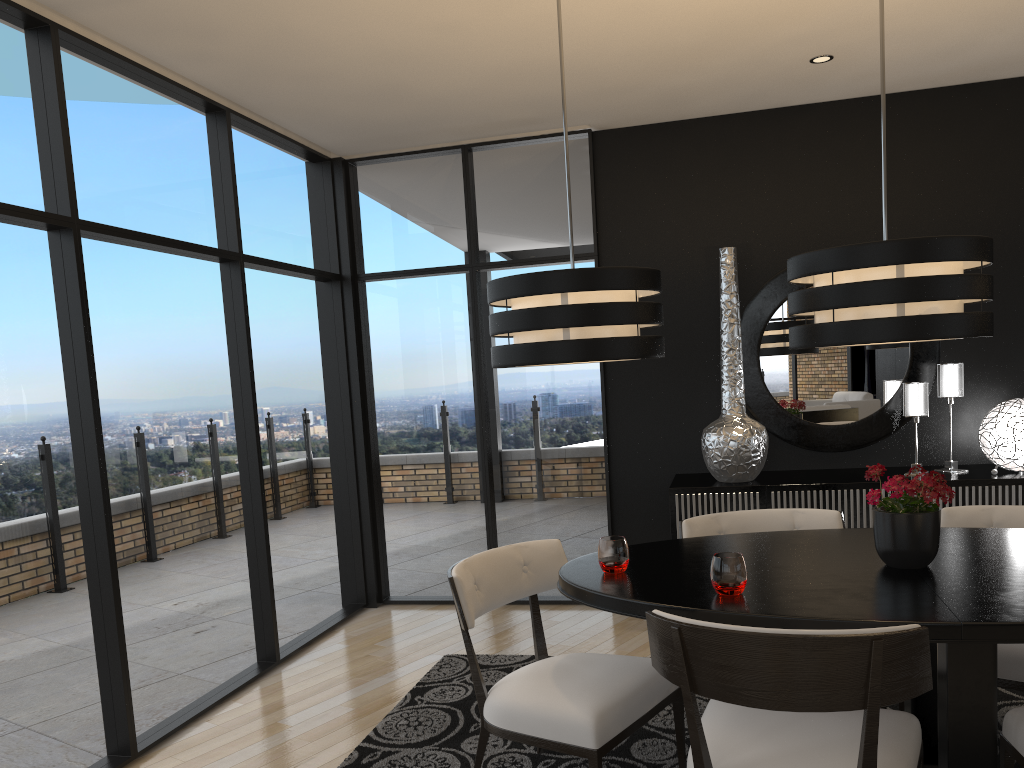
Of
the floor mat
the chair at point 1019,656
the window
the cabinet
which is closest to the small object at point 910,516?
the chair at point 1019,656

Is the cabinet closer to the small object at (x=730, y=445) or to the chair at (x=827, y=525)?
the small object at (x=730, y=445)

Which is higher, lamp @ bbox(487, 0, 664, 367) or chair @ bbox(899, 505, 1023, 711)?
lamp @ bbox(487, 0, 664, 367)

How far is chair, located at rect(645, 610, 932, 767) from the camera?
1.86m

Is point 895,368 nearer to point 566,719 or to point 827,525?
point 827,525

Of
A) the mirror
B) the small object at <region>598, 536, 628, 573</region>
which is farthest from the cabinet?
the small object at <region>598, 536, 628, 573</region>

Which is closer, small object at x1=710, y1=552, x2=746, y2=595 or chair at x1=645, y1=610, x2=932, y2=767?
chair at x1=645, y1=610, x2=932, y2=767

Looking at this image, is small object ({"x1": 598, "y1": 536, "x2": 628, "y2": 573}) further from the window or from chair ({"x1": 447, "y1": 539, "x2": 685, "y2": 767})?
the window

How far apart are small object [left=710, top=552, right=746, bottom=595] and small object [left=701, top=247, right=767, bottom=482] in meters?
2.2 m

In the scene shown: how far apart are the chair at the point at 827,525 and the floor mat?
0.7m
